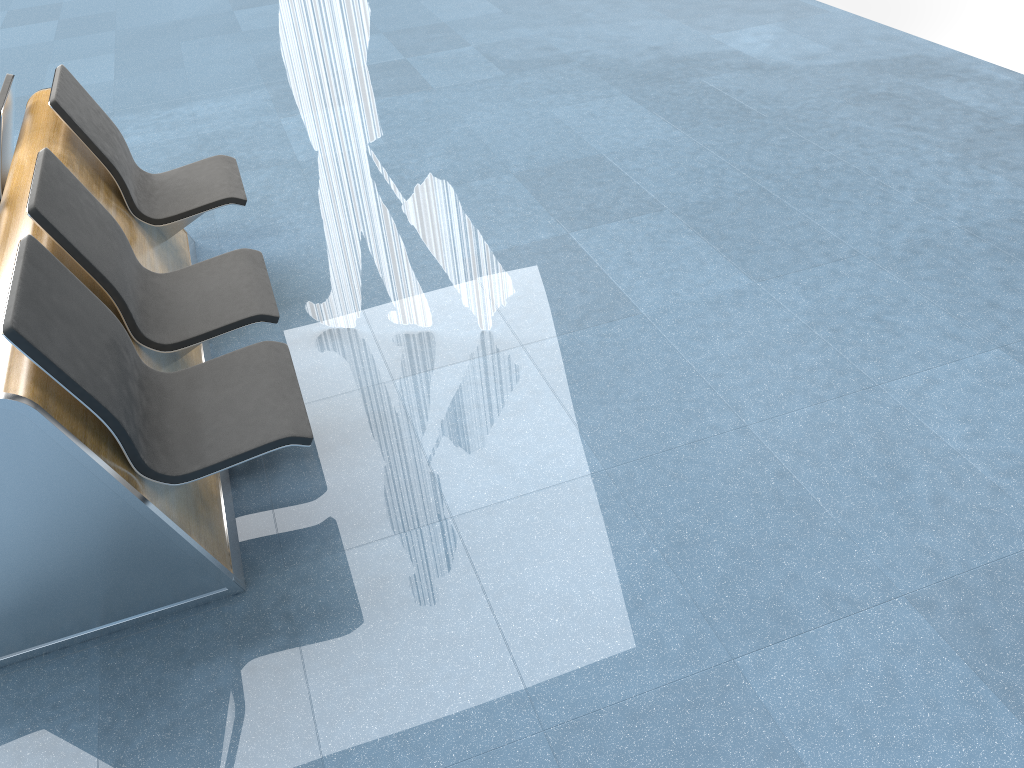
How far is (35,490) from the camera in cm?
205

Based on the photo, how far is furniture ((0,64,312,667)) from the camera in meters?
2.0 m

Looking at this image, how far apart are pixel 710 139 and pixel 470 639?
3.31m

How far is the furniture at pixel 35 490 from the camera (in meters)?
2.05
